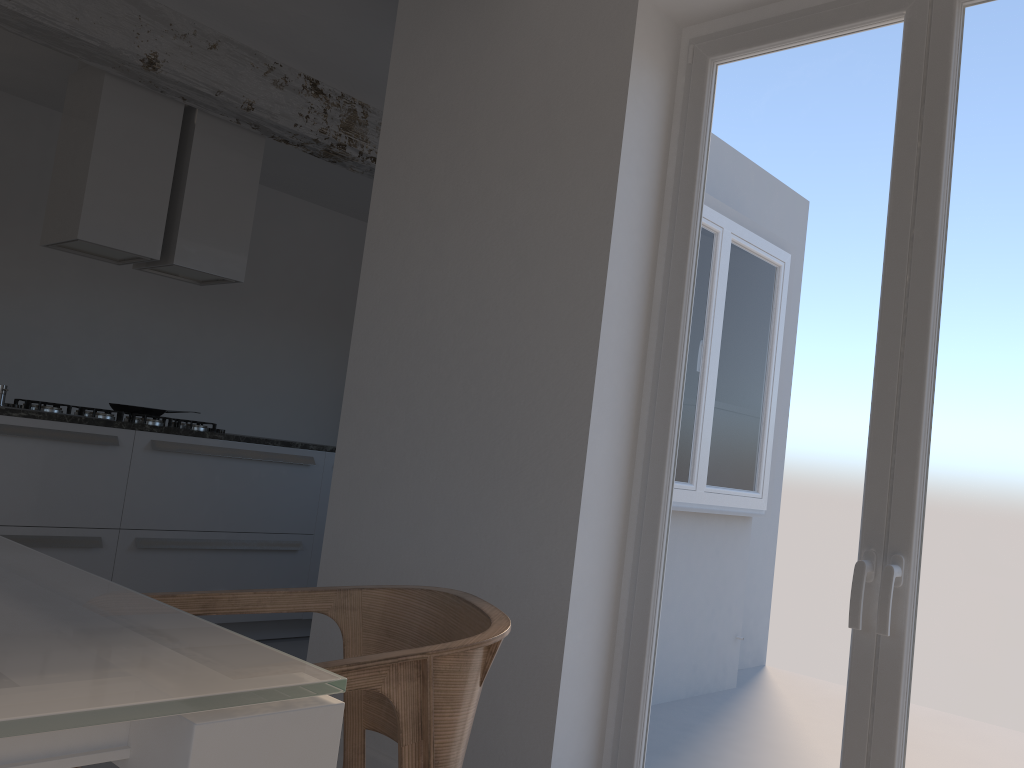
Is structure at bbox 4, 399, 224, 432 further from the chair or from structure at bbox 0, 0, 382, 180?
the chair

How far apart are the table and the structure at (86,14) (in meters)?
3.35

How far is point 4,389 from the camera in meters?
3.8 m

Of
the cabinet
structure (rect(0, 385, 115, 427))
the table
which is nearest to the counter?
the cabinet

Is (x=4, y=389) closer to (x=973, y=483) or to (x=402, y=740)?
(x=402, y=740)

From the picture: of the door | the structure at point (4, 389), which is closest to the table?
the door

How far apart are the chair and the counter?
2.5m

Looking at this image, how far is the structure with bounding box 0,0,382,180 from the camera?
3.81m

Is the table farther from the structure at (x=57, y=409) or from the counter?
the structure at (x=57, y=409)

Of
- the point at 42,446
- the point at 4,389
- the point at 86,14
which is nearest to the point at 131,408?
the point at 4,389
